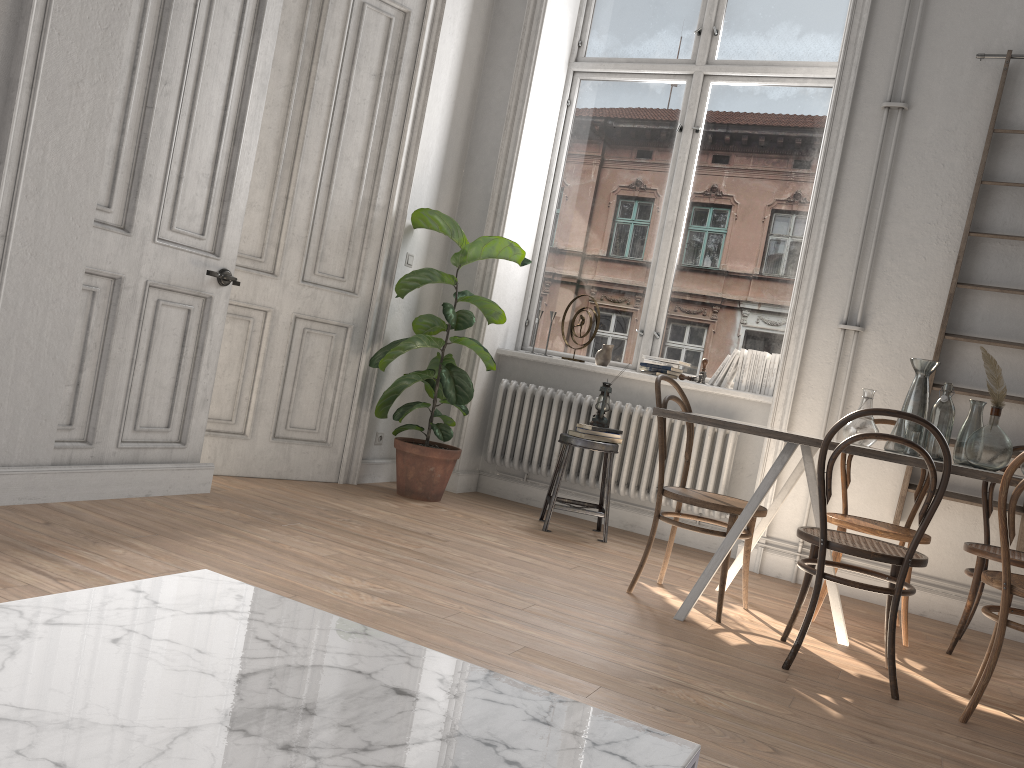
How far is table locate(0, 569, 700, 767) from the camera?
0.9 meters

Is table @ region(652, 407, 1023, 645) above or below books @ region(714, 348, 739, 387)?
below

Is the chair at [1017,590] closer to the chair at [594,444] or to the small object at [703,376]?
the chair at [594,444]

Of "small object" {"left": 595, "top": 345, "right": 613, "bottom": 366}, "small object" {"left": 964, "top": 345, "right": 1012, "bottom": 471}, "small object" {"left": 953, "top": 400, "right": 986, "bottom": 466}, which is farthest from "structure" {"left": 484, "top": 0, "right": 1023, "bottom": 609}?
"small object" {"left": 964, "top": 345, "right": 1012, "bottom": 471}

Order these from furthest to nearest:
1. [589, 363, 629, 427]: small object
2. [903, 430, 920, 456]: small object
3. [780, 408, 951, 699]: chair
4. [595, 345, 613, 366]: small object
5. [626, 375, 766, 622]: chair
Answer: [595, 345, 613, 366]: small object → [589, 363, 629, 427]: small object → [626, 375, 766, 622]: chair → [903, 430, 920, 456]: small object → [780, 408, 951, 699]: chair

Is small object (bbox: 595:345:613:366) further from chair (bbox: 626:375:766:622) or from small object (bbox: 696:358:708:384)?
chair (bbox: 626:375:766:622)

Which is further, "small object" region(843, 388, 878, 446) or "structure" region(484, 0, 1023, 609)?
"structure" region(484, 0, 1023, 609)

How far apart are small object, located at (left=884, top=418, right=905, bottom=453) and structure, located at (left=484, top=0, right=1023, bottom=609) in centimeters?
118cm

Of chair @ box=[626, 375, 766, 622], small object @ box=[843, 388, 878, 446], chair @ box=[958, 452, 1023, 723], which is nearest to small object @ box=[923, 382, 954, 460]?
small object @ box=[843, 388, 878, 446]

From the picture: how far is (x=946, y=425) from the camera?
3.4m
